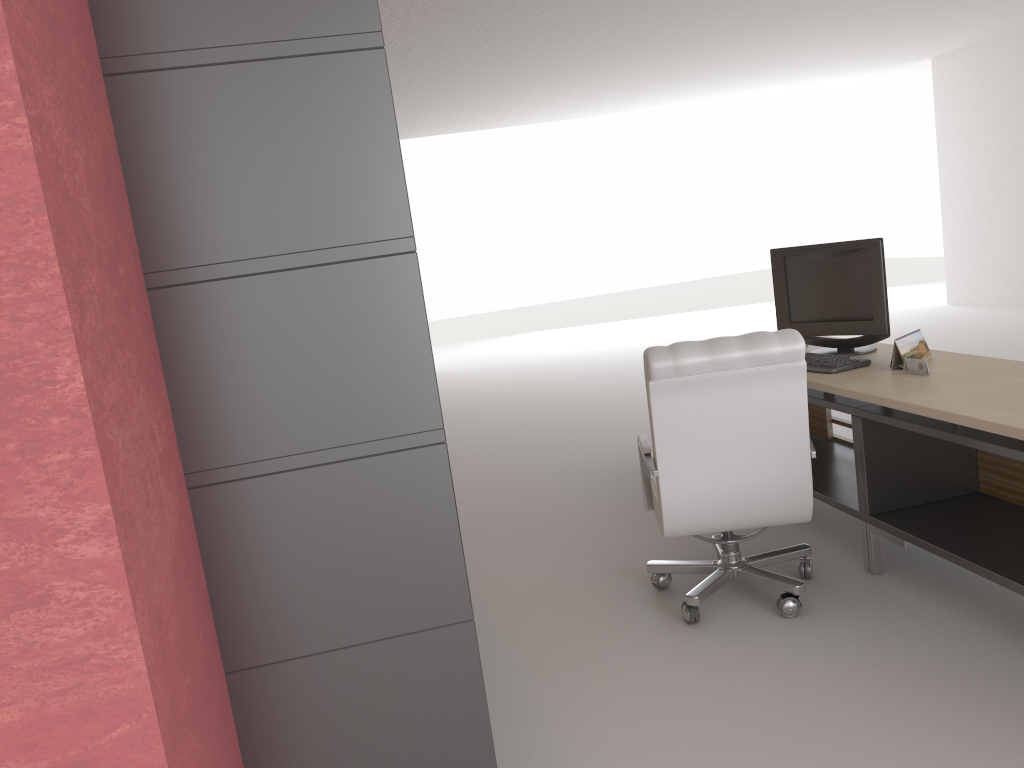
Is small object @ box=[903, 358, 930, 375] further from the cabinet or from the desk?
the cabinet

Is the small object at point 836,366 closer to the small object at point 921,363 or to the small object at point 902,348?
the small object at point 902,348

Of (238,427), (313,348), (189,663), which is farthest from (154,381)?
(189,663)

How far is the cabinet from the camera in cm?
277

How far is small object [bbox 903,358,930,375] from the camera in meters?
5.1

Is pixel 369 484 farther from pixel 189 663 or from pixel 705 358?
pixel 705 358

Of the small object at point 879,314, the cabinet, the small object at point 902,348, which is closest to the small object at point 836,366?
the small object at point 902,348

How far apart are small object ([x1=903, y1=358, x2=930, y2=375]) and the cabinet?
3.27m

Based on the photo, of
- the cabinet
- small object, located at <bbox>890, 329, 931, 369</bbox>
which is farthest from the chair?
the cabinet

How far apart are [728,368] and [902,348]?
1.41m
